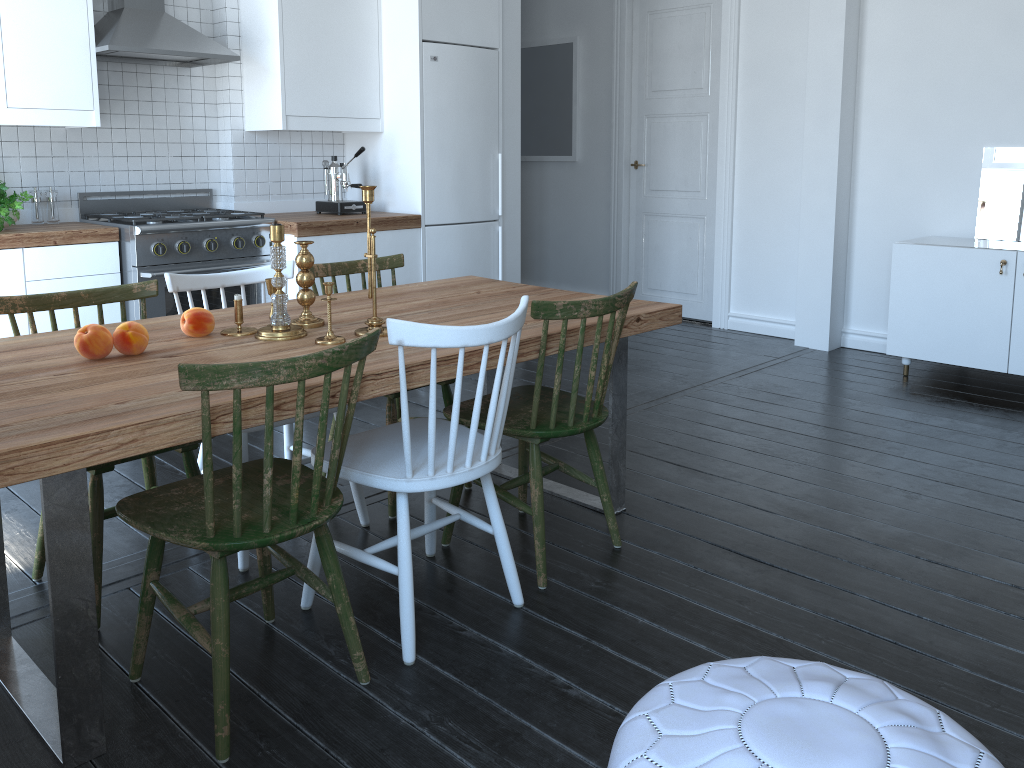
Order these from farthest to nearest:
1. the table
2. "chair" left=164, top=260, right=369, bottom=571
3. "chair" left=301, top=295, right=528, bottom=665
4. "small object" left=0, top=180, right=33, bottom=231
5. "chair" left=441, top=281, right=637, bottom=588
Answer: "small object" left=0, top=180, right=33, bottom=231
"chair" left=164, top=260, right=369, bottom=571
"chair" left=441, top=281, right=637, bottom=588
"chair" left=301, top=295, right=528, bottom=665
the table

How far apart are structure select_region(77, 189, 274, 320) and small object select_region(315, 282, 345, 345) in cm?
195

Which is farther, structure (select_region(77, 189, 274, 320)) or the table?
structure (select_region(77, 189, 274, 320))

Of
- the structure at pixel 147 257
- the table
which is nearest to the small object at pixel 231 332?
the table

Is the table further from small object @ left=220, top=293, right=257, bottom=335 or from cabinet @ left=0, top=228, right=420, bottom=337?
cabinet @ left=0, top=228, right=420, bottom=337

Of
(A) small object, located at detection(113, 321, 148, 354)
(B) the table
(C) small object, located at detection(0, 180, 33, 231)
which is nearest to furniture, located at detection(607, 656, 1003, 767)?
(B) the table

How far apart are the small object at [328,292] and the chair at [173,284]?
0.45m

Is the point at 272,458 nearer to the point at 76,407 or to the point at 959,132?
the point at 76,407

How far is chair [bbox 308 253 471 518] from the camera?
2.99m

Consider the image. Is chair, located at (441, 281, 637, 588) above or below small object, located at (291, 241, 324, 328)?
below
